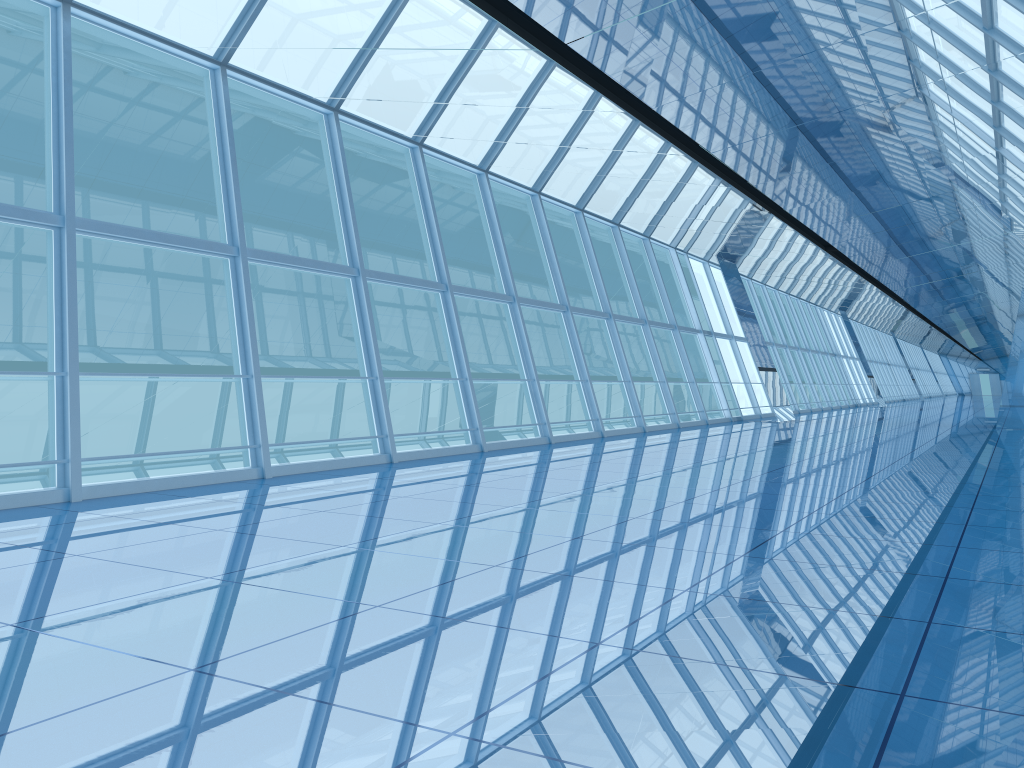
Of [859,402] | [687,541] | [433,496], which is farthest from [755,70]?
[859,402]

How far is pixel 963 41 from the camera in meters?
7.9

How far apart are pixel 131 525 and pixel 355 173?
44.4 meters
